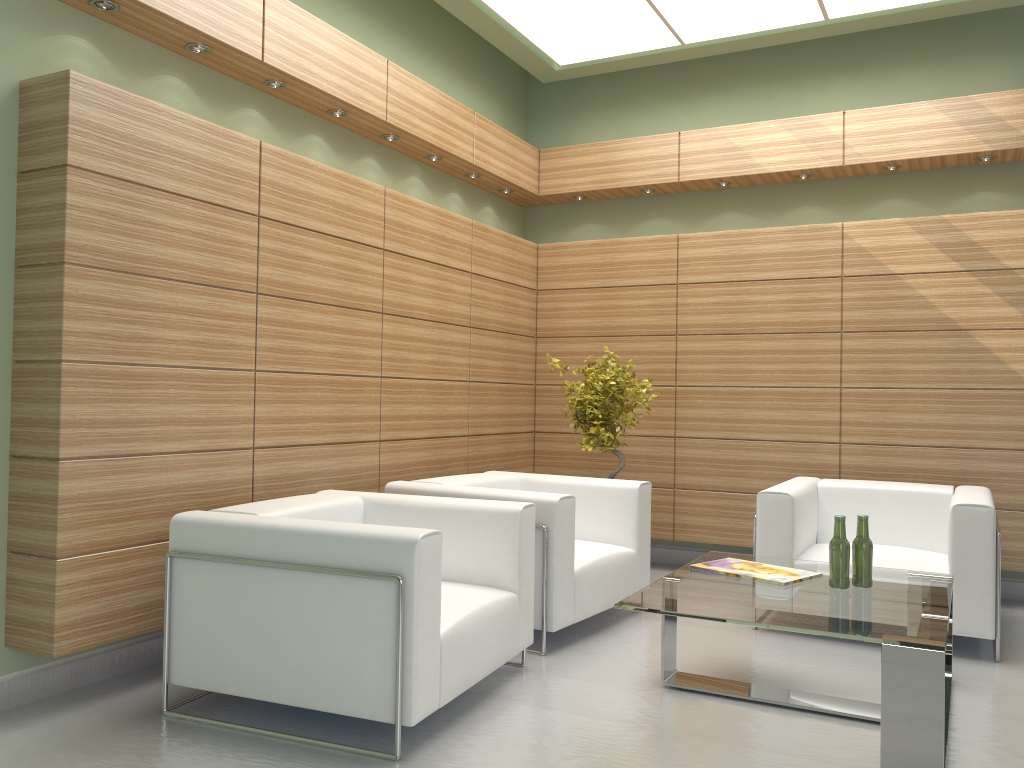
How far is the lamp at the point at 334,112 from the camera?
7.9 meters

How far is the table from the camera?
4.5 meters

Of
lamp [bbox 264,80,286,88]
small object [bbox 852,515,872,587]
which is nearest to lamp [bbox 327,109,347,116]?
lamp [bbox 264,80,286,88]

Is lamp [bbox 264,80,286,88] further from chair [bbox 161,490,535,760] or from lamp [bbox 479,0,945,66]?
chair [bbox 161,490,535,760]

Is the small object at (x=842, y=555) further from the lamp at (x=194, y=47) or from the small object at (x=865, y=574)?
the lamp at (x=194, y=47)

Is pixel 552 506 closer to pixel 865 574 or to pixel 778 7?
pixel 865 574

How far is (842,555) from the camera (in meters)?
5.79

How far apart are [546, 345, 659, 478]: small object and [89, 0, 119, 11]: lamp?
5.2 meters

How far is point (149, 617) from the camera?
5.88m

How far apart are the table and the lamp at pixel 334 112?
4.9 meters
